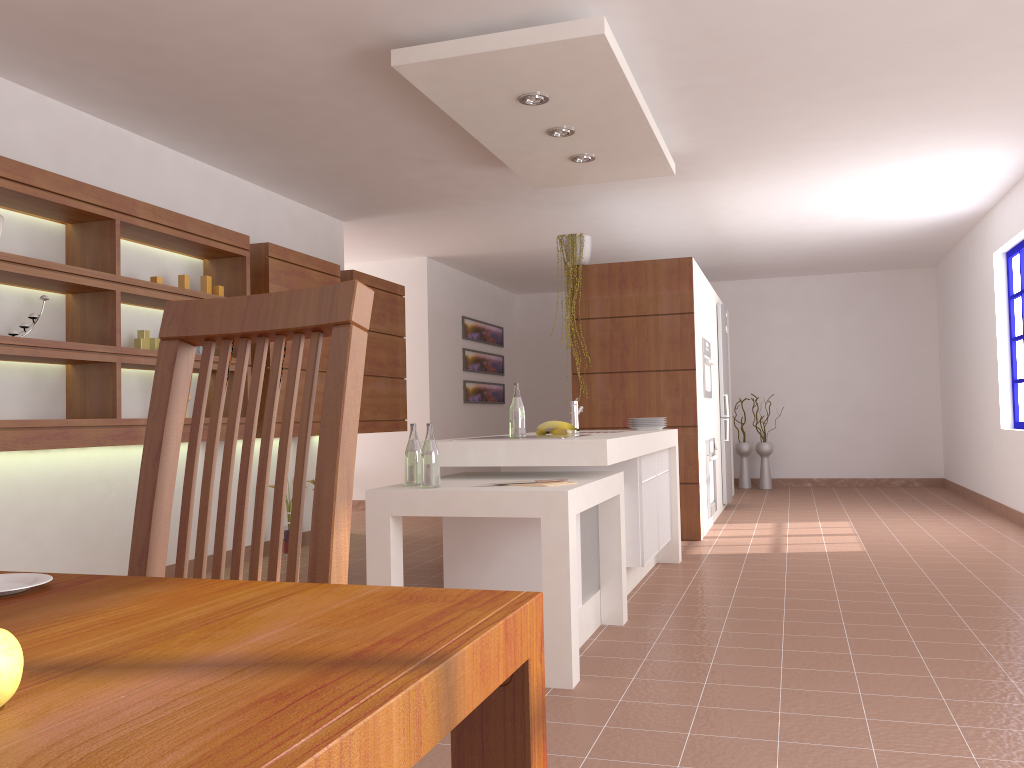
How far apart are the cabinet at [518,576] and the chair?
2.34m

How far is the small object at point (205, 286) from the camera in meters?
5.0 m

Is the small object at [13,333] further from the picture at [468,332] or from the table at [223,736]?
the picture at [468,332]

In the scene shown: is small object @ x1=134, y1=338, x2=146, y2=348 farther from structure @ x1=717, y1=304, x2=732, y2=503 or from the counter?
structure @ x1=717, y1=304, x2=732, y2=503

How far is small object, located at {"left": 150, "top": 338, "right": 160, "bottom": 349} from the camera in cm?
471

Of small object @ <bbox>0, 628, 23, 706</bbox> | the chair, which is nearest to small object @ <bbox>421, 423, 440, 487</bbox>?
the chair

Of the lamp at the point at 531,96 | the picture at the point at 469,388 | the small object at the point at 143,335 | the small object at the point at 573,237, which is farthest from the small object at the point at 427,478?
the picture at the point at 469,388

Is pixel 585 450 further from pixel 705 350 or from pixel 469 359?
pixel 469 359

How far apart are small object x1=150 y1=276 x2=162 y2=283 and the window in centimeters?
613cm

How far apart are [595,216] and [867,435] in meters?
5.0 m
